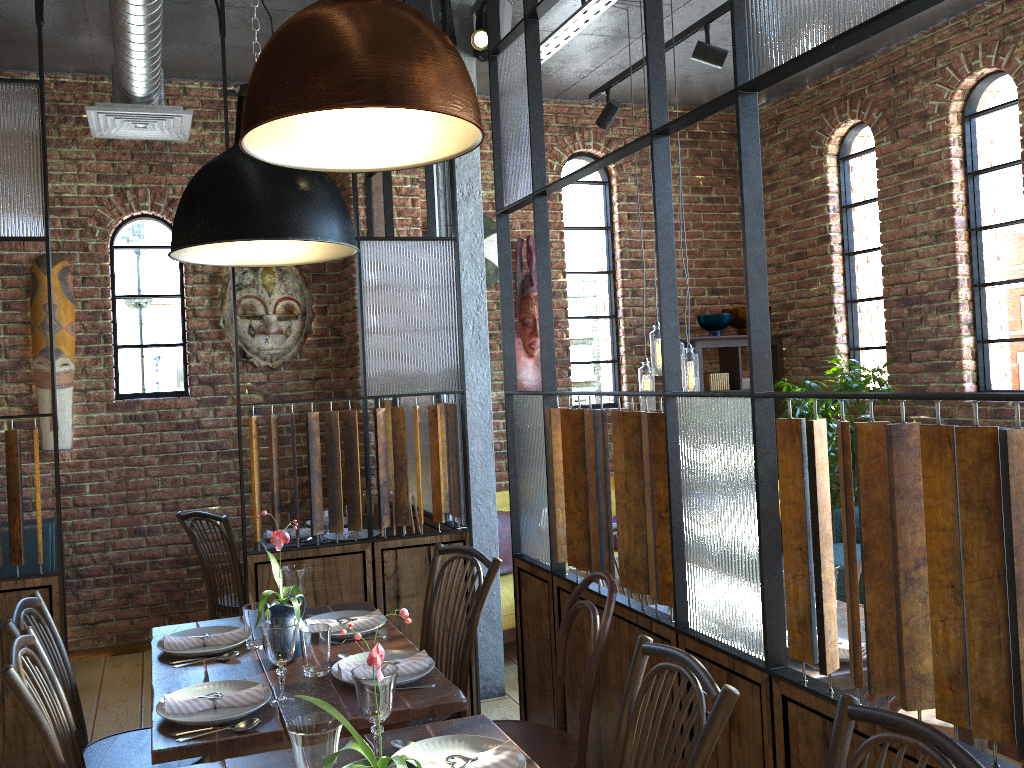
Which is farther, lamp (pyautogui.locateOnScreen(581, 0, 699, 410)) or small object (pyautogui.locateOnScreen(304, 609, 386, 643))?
lamp (pyautogui.locateOnScreen(581, 0, 699, 410))

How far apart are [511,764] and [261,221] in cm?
138

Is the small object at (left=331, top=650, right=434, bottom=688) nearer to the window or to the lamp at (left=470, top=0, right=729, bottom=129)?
the lamp at (left=470, top=0, right=729, bottom=129)

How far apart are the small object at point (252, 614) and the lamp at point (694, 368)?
2.4m

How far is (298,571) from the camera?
2.69m

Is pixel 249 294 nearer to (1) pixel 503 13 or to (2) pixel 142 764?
(1) pixel 503 13

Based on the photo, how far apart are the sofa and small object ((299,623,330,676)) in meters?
2.3

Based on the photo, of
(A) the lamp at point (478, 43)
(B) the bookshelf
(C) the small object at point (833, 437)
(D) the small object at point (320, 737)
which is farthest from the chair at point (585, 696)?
(B) the bookshelf

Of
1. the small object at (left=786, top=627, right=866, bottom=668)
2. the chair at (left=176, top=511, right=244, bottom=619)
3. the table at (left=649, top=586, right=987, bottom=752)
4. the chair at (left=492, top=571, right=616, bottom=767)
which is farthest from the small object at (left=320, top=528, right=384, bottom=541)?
the small object at (left=786, top=627, right=866, bottom=668)

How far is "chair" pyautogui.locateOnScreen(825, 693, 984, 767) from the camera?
1.4m
